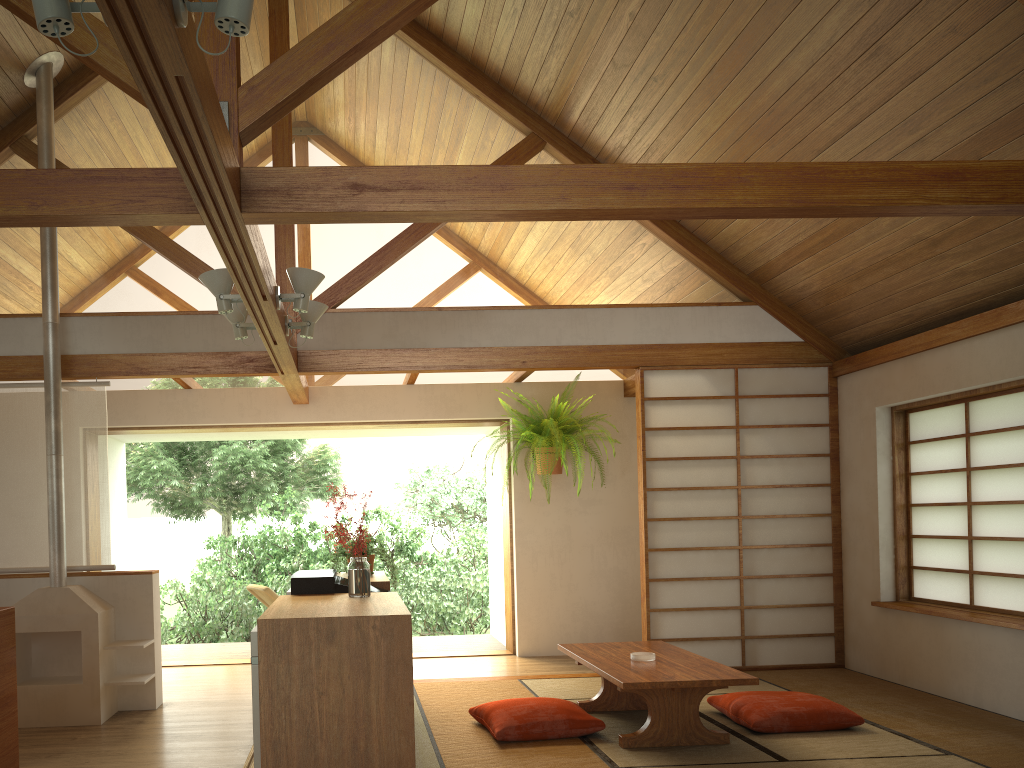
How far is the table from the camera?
4.0 meters

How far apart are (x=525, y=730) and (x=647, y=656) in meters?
0.7 m

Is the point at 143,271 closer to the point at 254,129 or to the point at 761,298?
the point at 254,129

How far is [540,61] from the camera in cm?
527

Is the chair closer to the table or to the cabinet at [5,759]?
the table

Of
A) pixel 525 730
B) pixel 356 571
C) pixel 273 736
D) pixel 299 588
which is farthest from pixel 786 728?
pixel 273 736

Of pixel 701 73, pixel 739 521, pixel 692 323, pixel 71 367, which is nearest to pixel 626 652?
pixel 739 521

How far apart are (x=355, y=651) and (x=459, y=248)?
3.66m

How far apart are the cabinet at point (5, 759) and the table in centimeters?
237cm

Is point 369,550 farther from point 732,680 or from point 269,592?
point 269,592
